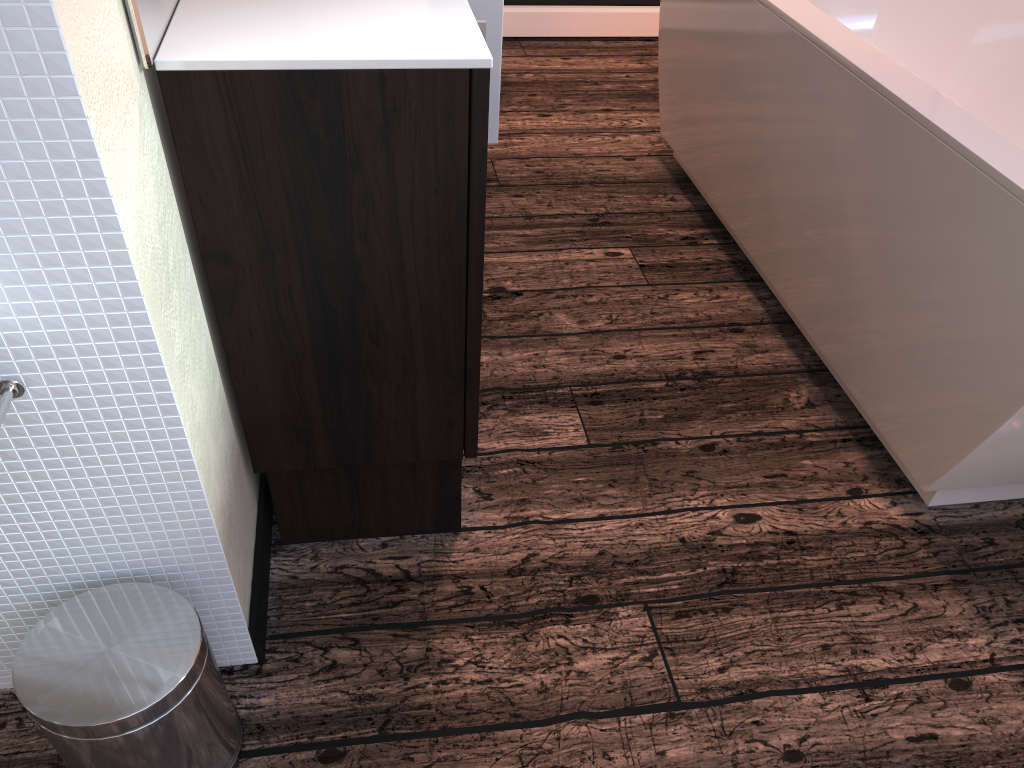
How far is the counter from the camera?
1.0 meters

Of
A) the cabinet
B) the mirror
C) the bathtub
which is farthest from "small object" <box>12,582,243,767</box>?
the bathtub

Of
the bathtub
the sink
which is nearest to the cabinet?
the sink

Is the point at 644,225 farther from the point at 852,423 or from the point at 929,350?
the point at 929,350

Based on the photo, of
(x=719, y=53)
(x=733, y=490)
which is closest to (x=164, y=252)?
(x=733, y=490)

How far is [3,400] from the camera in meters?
0.9

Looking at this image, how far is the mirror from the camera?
0.9m

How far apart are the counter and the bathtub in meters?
0.7 m

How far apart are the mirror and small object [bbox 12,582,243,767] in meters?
0.6 m

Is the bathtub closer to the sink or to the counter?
the counter
